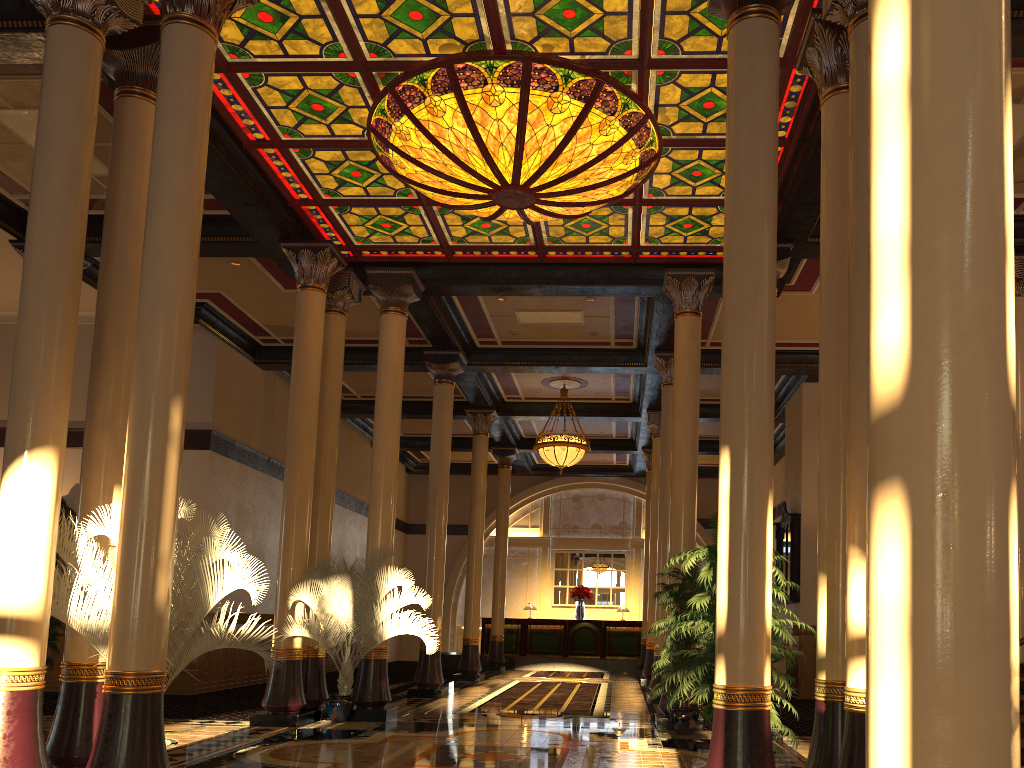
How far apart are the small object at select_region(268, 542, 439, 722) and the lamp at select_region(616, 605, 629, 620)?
13.5 meters

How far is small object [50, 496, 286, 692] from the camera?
6.1 meters

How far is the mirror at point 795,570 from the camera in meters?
A: 15.5 m

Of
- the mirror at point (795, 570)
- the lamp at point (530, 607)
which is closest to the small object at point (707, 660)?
the mirror at point (795, 570)

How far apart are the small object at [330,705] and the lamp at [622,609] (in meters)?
13.45

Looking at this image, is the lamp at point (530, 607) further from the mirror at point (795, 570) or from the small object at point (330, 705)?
the small object at point (330, 705)

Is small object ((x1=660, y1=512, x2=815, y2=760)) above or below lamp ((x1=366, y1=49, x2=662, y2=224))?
below

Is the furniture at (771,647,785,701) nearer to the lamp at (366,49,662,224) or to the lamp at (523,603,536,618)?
the lamp at (366,49,662,224)

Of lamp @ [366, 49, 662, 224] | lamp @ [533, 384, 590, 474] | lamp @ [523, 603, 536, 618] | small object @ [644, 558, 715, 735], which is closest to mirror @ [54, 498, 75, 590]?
lamp @ [533, 384, 590, 474]

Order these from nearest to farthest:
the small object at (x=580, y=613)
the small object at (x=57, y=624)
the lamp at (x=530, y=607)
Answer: the small object at (x=57, y=624) < the small object at (x=580, y=613) < the lamp at (x=530, y=607)
